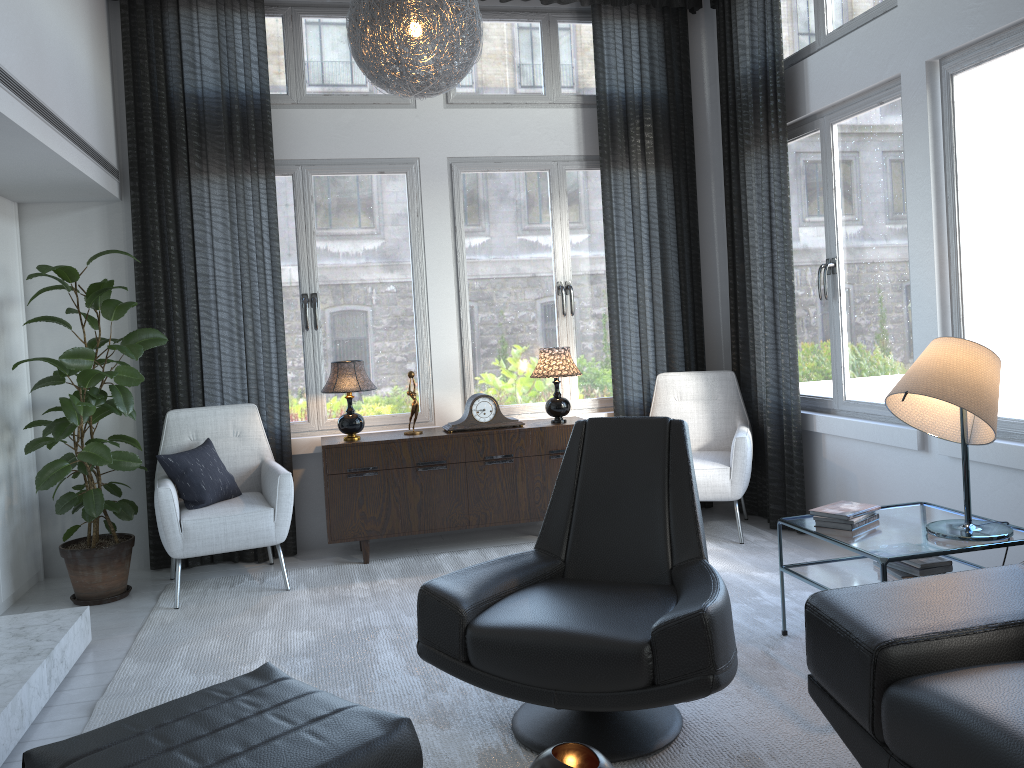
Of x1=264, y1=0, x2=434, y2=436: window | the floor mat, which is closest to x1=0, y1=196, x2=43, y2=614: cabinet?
the floor mat

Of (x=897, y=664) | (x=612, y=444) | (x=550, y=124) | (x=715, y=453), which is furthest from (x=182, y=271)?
(x=897, y=664)

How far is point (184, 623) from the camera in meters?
3.6

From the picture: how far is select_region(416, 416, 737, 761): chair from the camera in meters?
2.1 m

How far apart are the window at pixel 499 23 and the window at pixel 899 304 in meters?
1.1 m

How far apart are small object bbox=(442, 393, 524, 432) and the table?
1.8m

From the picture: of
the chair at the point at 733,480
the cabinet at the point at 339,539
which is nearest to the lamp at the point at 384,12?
the cabinet at the point at 339,539

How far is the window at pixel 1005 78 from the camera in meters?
3.2 m

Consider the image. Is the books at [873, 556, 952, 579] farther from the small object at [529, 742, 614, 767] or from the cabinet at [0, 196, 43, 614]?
the cabinet at [0, 196, 43, 614]

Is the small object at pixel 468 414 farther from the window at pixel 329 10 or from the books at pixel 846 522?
the books at pixel 846 522
